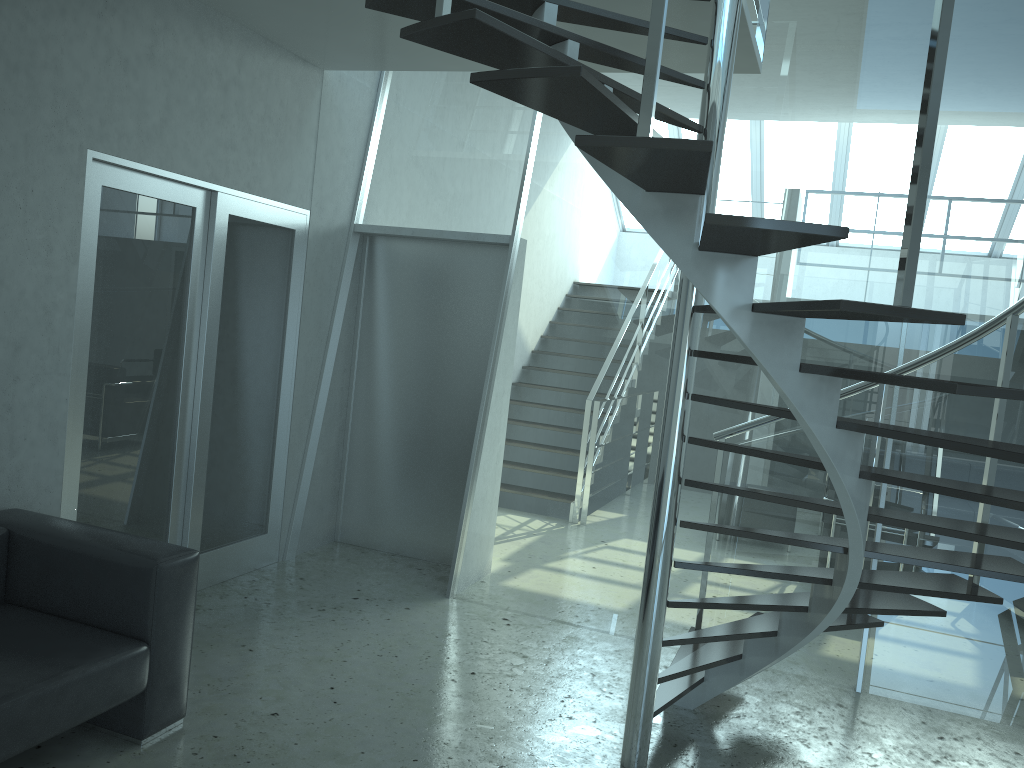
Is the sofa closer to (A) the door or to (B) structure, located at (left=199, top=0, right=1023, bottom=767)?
(A) the door

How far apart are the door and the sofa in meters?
0.4

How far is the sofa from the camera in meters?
2.7

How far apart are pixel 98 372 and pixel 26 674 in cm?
164

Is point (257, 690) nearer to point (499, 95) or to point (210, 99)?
point (210, 99)

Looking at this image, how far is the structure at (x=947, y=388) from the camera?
2.05m

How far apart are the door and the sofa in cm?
44

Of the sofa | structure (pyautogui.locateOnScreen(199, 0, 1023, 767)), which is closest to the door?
the sofa

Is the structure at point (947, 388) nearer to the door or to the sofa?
the door

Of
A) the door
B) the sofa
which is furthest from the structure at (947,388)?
the sofa
